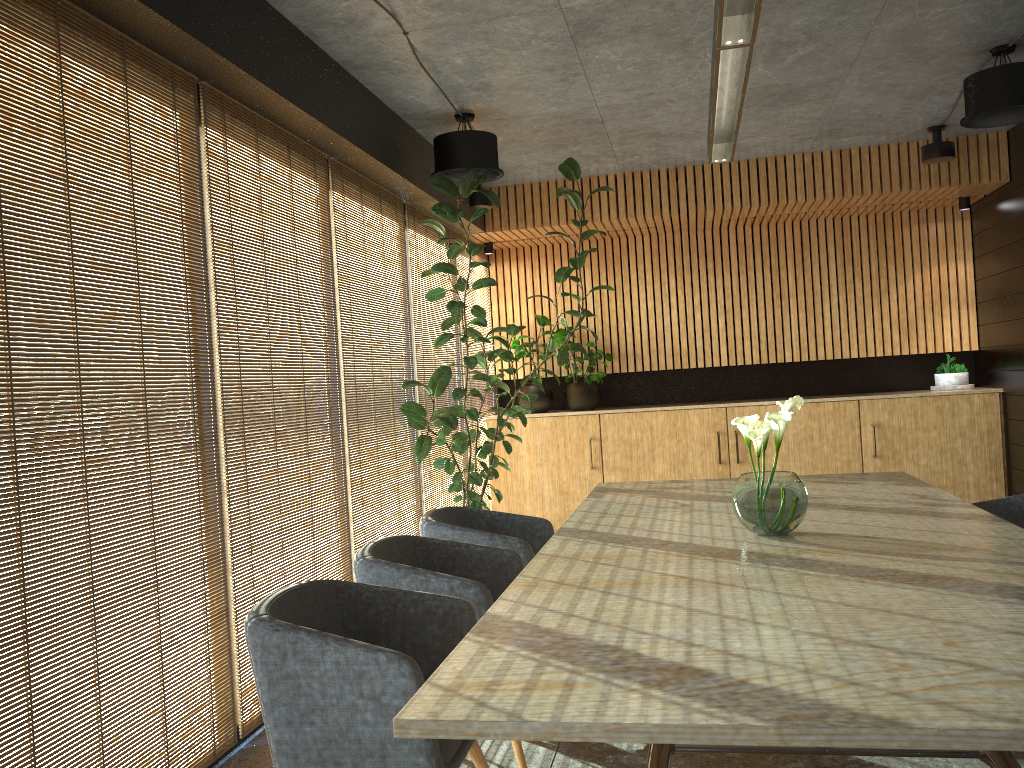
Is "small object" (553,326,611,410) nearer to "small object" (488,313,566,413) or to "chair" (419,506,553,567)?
"small object" (488,313,566,413)

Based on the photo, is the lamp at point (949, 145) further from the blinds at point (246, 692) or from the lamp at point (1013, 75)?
the blinds at point (246, 692)

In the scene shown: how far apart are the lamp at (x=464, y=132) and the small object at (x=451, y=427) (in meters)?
0.04

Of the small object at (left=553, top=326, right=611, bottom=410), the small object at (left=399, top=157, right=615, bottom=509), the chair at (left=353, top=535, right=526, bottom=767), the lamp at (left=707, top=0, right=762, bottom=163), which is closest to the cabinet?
the small object at (left=553, top=326, right=611, bottom=410)

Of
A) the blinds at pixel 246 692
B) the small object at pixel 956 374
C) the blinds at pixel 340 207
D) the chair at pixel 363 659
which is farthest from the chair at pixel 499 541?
the small object at pixel 956 374

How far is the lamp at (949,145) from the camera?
7.2 meters

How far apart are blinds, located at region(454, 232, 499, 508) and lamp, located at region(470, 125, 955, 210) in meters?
0.6 m

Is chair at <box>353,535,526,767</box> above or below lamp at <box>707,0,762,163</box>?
below

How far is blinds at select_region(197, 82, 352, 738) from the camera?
4.14m

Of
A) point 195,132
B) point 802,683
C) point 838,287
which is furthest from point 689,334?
point 802,683
